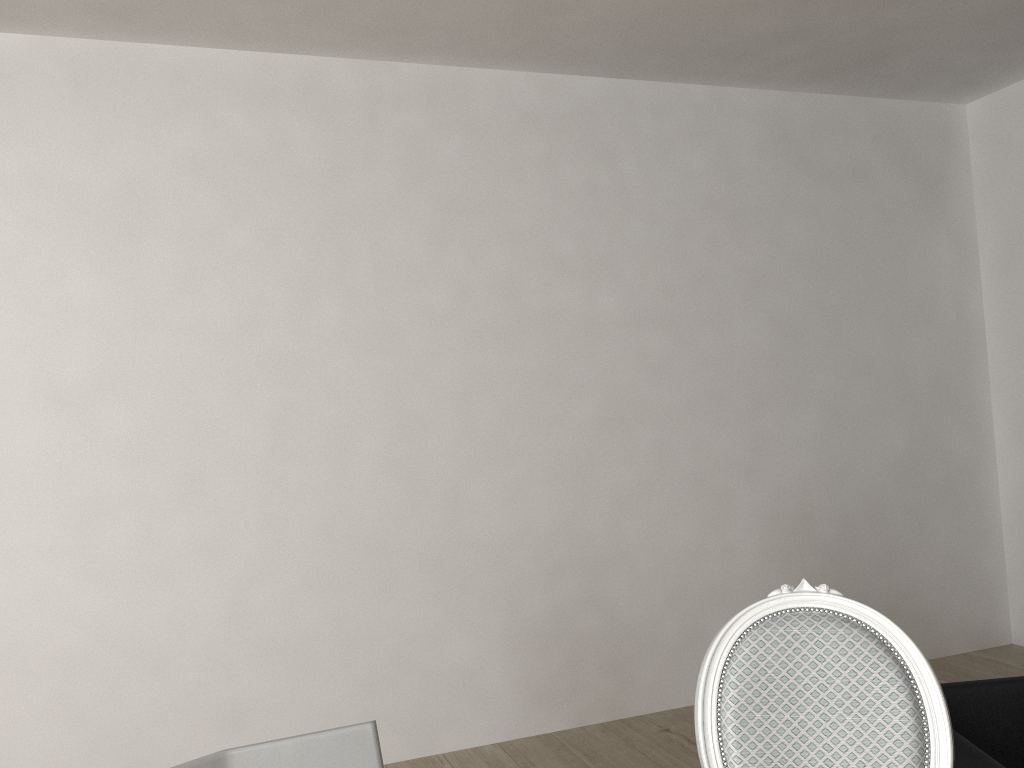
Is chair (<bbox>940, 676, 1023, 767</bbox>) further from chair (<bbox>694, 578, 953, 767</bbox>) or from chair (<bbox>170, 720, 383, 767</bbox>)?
chair (<bbox>170, 720, 383, 767</bbox>)

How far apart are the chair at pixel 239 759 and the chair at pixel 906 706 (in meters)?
0.50

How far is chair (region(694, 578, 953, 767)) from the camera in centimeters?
126cm

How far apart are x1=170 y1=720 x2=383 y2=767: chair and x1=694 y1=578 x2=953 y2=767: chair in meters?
0.5 m

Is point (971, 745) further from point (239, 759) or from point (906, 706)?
point (239, 759)

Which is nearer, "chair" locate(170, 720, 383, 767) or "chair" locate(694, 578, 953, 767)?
"chair" locate(170, 720, 383, 767)

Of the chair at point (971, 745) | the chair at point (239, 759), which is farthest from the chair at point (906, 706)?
the chair at point (239, 759)

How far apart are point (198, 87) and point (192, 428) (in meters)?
1.10

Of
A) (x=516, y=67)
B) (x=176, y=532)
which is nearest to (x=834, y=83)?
(x=516, y=67)

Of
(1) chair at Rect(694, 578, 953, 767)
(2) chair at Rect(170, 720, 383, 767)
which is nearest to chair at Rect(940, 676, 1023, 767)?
(1) chair at Rect(694, 578, 953, 767)
